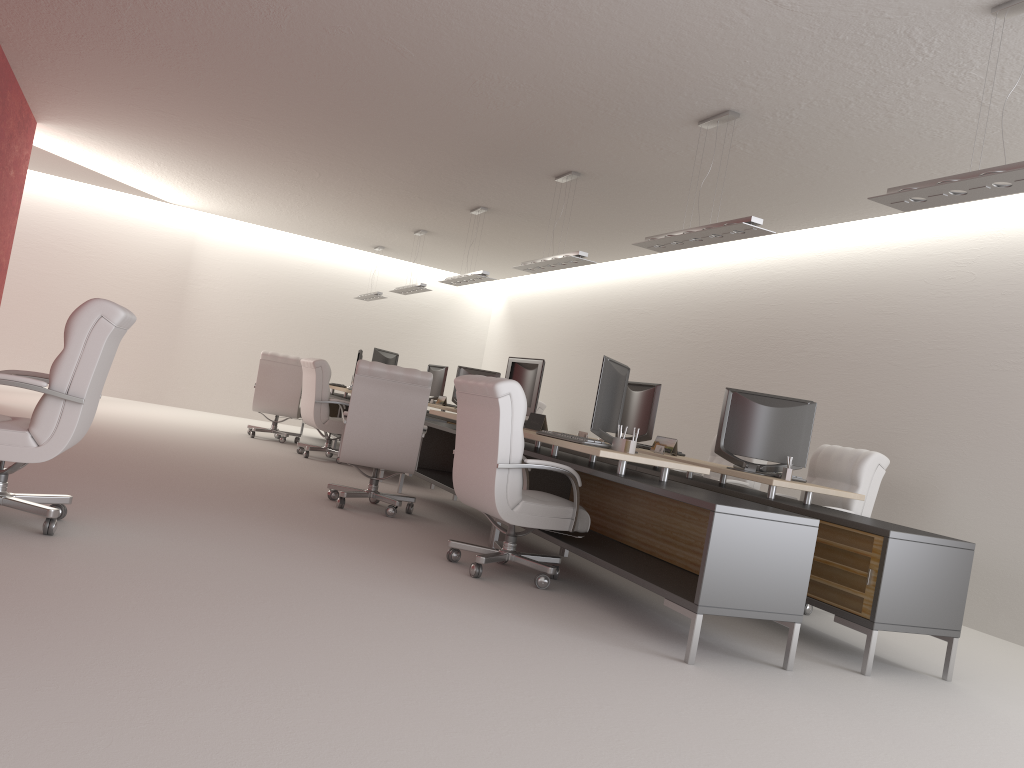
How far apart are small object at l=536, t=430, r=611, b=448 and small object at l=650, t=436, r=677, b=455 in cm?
231

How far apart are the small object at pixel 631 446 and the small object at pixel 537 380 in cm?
219

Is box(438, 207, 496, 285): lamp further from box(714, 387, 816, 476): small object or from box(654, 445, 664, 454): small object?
box(714, 387, 816, 476): small object

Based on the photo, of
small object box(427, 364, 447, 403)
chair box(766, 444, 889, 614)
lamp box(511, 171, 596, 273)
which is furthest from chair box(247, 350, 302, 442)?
chair box(766, 444, 889, 614)

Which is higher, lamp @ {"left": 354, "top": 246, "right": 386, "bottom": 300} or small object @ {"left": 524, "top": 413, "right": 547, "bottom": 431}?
lamp @ {"left": 354, "top": 246, "right": 386, "bottom": 300}

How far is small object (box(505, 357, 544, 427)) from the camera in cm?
961

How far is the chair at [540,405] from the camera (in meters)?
15.91

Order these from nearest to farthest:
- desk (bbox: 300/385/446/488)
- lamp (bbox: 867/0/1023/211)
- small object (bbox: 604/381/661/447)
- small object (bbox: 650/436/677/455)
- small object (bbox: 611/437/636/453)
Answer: lamp (bbox: 867/0/1023/211), small object (bbox: 611/437/636/453), small object (bbox: 650/436/677/455), small object (bbox: 604/381/661/447), desk (bbox: 300/385/446/488)

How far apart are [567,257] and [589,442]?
4.0m

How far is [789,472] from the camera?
8.05m
